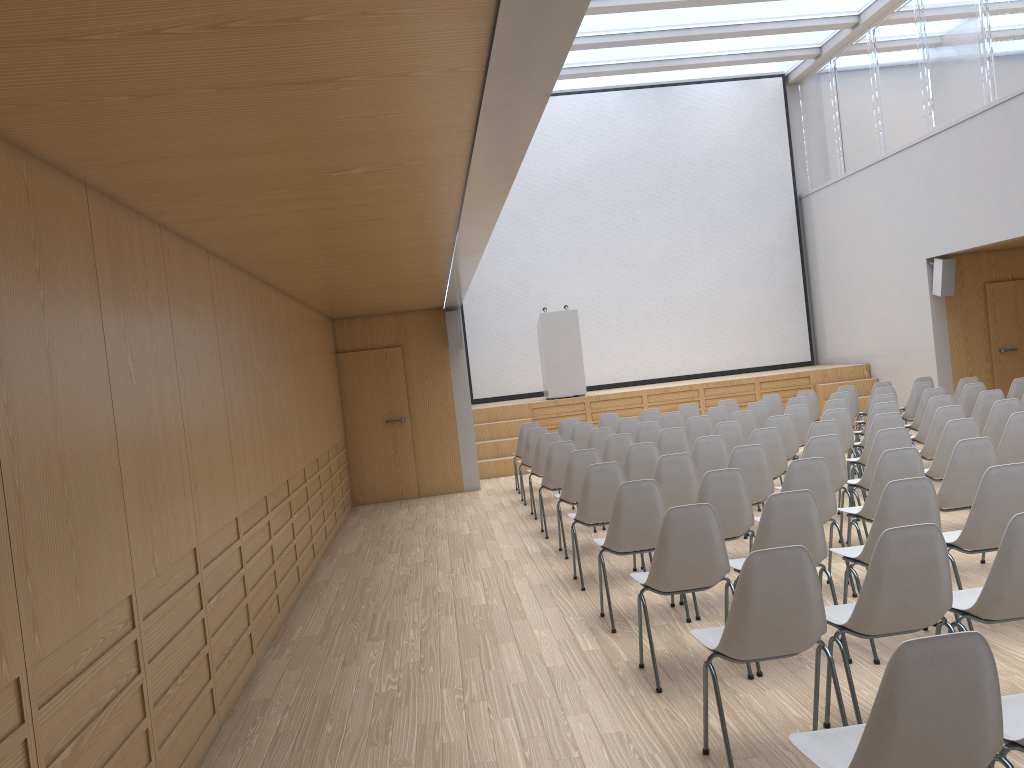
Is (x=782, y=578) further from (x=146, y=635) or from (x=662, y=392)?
(x=662, y=392)

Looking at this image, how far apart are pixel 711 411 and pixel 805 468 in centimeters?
505cm

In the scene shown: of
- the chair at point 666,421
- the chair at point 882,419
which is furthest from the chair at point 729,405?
the chair at point 882,419

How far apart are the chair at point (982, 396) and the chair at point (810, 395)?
3.0 meters

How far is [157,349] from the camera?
4.03m

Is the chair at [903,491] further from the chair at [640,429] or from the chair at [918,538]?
the chair at [640,429]

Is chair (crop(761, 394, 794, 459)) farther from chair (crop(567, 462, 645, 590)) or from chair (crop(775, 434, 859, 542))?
chair (crop(567, 462, 645, 590))

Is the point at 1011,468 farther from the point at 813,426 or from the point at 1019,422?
the point at 813,426

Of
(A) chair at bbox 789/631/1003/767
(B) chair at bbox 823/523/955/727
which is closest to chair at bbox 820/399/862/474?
(B) chair at bbox 823/523/955/727

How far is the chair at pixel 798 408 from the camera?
9.3m
